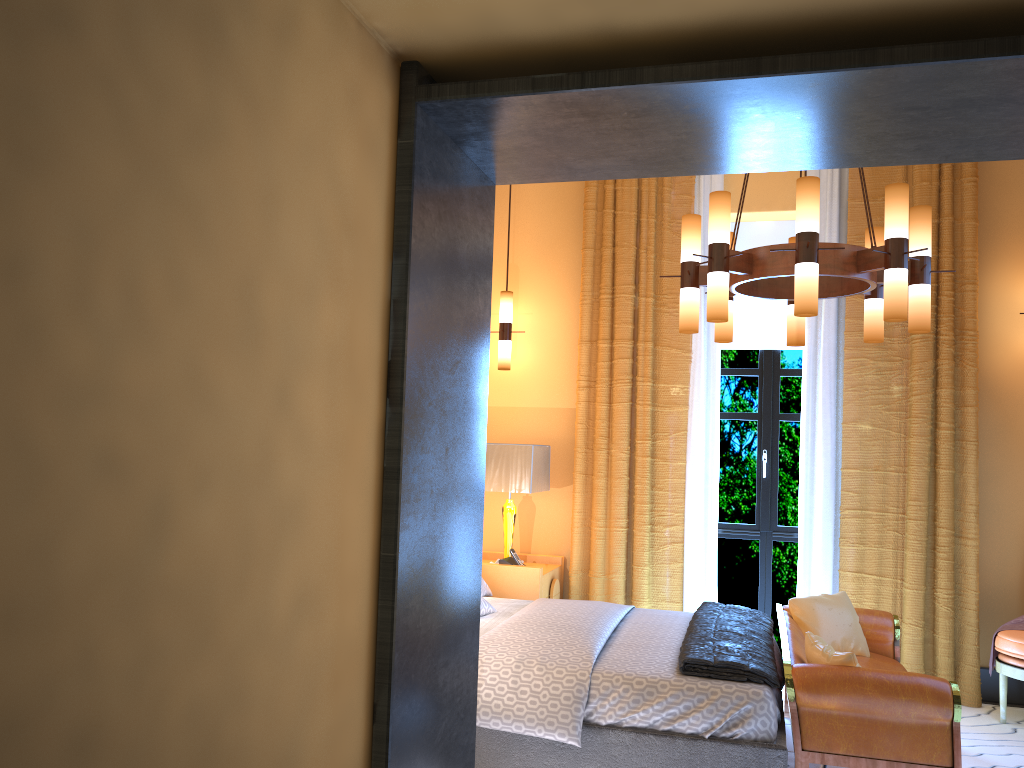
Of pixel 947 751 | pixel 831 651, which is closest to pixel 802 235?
pixel 831 651

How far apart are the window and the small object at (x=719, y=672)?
1.26m

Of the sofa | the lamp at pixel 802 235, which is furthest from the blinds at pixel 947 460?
the lamp at pixel 802 235

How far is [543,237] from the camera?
6.20m

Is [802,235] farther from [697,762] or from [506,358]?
[506,358]

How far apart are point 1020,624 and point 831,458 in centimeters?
133cm

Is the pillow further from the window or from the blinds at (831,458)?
the window

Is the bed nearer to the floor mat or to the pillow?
the pillow

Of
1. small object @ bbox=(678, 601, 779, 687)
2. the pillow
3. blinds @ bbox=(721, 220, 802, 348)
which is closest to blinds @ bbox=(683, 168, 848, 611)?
blinds @ bbox=(721, 220, 802, 348)

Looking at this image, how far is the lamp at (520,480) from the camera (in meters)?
5.39
